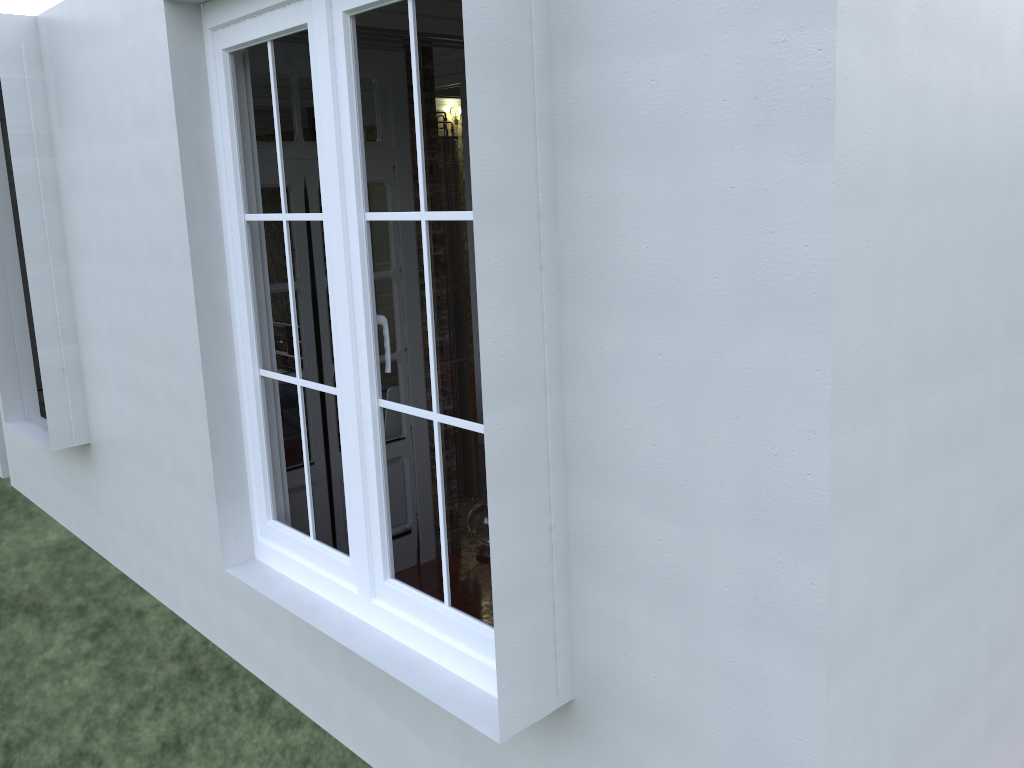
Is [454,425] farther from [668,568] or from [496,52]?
[496,52]

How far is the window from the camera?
2.45m

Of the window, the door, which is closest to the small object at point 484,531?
the door

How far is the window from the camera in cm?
245

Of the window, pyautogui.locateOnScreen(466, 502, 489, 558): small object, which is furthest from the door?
the window

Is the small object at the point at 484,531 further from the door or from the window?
the window

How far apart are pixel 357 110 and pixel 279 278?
1.80m

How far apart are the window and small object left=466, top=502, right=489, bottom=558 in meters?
1.7

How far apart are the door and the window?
0.96m

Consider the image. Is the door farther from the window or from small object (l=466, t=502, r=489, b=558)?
the window
